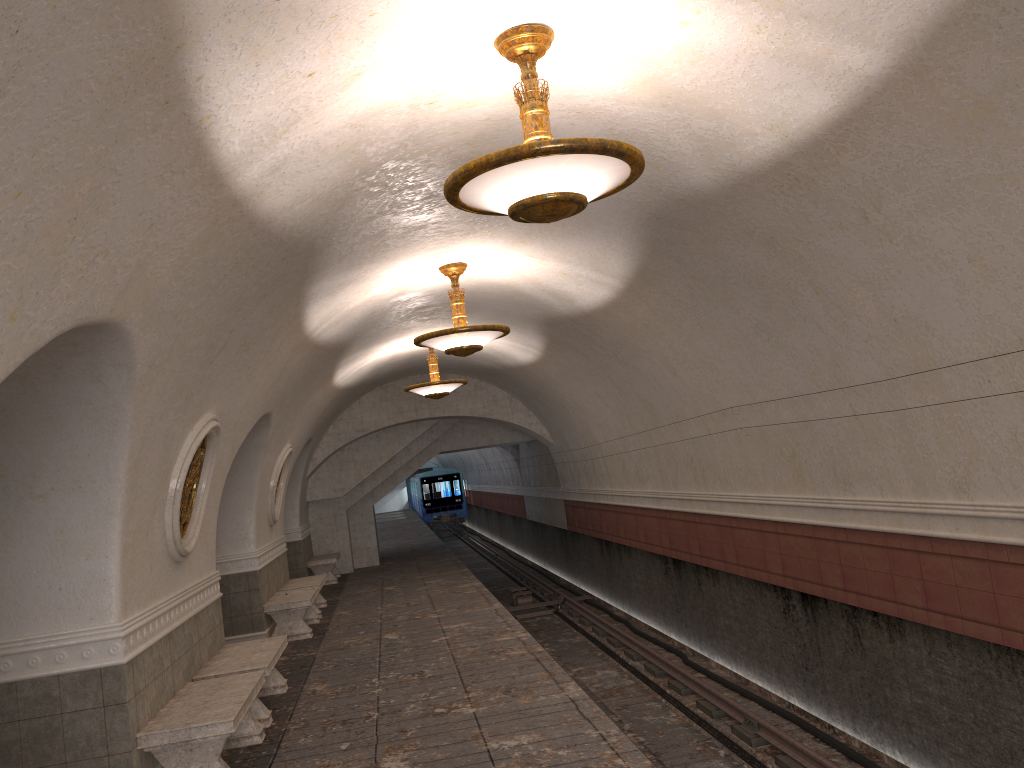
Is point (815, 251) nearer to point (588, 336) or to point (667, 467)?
point (588, 336)

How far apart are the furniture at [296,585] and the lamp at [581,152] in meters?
9.9

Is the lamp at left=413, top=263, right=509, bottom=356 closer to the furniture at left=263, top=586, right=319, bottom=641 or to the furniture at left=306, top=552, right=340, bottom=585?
the furniture at left=263, top=586, right=319, bottom=641

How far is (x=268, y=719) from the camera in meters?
7.4

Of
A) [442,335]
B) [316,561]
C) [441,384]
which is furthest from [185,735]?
[316,561]

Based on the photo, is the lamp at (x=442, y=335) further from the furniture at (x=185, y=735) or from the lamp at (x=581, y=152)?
the lamp at (x=581, y=152)

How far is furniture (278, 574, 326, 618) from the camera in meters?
13.5

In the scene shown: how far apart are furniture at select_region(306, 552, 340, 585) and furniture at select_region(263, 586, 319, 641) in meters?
5.0

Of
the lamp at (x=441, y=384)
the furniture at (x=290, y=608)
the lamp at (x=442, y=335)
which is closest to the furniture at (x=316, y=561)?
the furniture at (x=290, y=608)

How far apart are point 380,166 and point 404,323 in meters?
6.3
